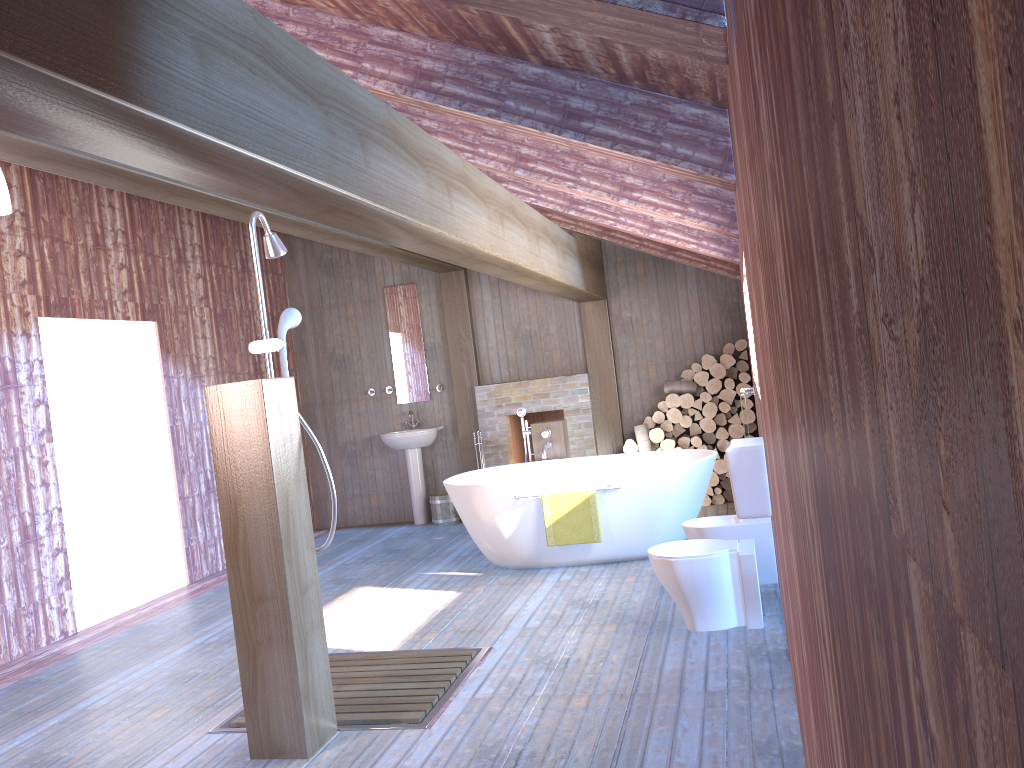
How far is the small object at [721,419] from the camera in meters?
7.9 m

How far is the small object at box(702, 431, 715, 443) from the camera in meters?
8.0

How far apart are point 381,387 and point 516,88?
6.13m

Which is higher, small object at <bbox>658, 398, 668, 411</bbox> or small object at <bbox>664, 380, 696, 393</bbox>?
small object at <bbox>664, 380, 696, 393</bbox>

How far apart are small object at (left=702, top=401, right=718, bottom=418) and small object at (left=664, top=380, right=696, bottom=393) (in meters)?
0.19

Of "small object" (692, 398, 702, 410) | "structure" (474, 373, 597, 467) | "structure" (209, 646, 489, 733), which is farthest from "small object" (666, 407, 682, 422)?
"structure" (209, 646, 489, 733)

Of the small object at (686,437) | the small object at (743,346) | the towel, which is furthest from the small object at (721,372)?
the towel

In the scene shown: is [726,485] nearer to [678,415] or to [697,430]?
[697,430]

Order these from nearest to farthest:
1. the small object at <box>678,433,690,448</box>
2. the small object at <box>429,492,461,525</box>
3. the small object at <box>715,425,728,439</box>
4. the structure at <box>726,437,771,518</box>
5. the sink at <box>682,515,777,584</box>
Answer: the structure at <box>726,437,771,518</box> < the sink at <box>682,515,777,584</box> < the small object at <box>715,425,728,439</box> < the small object at <box>678,433,690,448</box> < the small object at <box>429,492,461,525</box>

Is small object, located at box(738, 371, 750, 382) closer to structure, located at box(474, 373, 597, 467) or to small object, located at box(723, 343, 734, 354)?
small object, located at box(723, 343, 734, 354)
